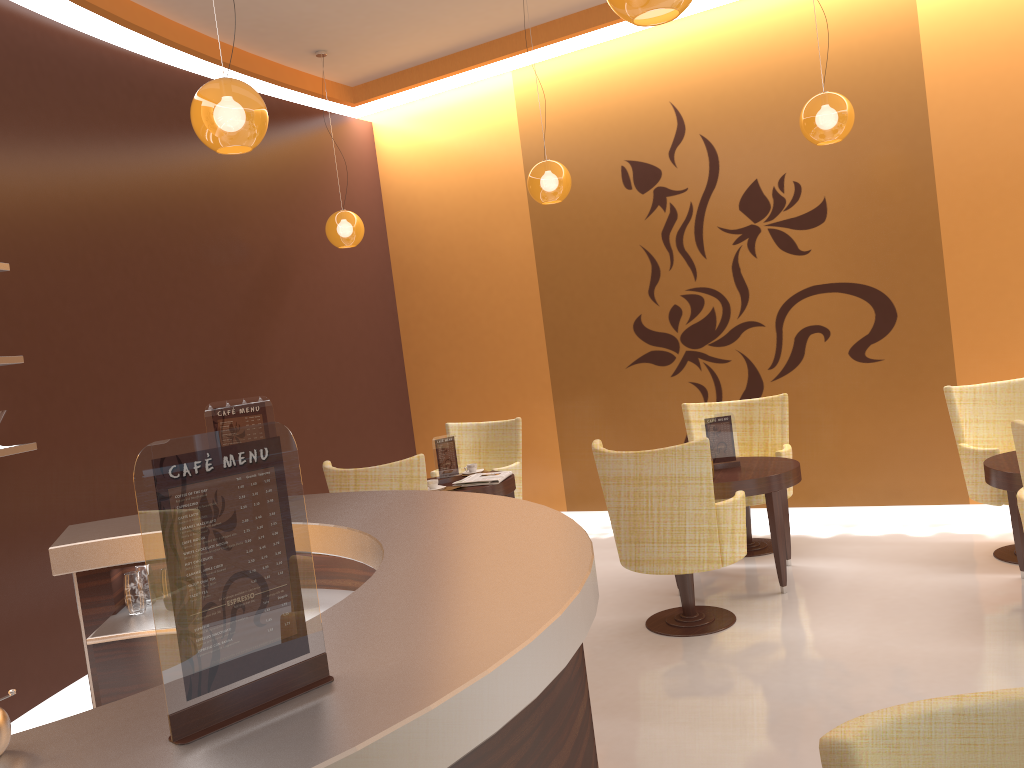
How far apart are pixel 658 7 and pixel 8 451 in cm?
343

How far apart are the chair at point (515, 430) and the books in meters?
0.6 m

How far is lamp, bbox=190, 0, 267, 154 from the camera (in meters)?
3.41

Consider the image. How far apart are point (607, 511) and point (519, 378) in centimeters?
137cm

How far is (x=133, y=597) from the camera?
3.05m

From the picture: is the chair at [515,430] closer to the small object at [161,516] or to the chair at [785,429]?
the chair at [785,429]

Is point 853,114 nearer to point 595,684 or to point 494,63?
point 494,63

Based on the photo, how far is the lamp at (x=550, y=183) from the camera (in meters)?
5.83

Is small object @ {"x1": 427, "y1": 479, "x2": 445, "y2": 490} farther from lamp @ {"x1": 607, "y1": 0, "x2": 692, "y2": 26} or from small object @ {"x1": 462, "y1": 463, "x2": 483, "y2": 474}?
lamp @ {"x1": 607, "y1": 0, "x2": 692, "y2": 26}

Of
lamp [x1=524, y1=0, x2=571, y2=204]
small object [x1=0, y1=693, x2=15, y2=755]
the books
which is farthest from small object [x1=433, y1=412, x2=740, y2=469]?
small object [x1=0, y1=693, x2=15, y2=755]
